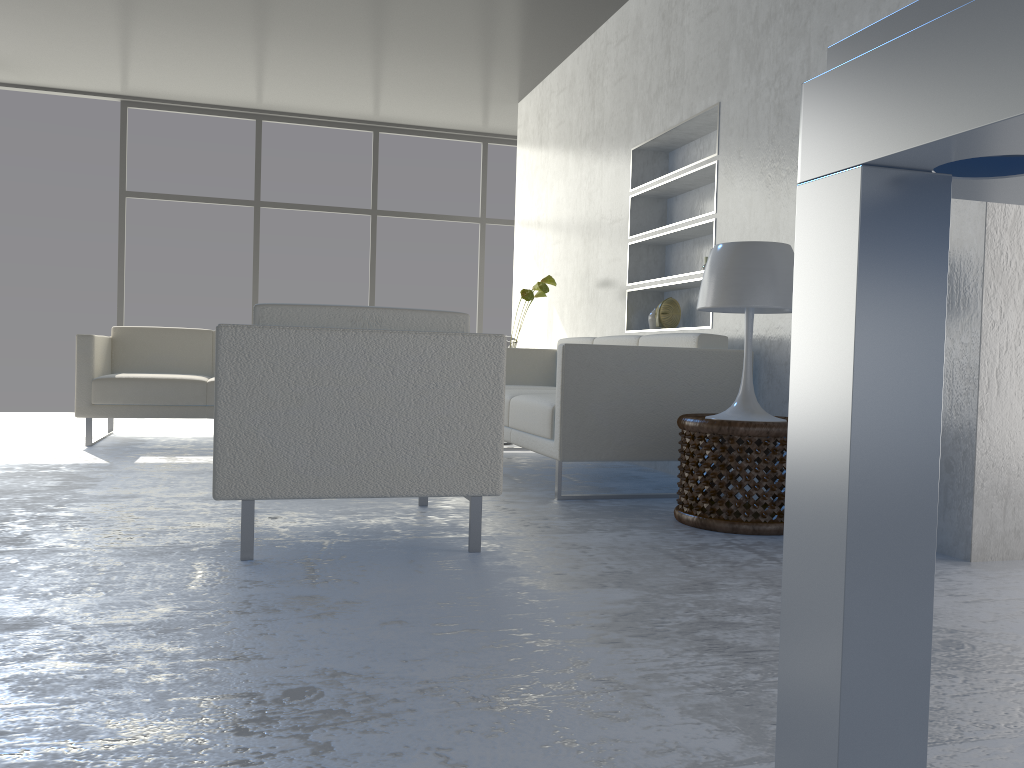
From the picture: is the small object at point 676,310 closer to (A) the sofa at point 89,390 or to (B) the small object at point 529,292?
(B) the small object at point 529,292

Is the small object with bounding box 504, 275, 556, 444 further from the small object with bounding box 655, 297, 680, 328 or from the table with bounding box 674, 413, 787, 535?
the table with bounding box 674, 413, 787, 535

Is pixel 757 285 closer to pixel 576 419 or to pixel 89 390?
pixel 576 419

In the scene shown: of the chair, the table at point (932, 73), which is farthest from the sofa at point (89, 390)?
the table at point (932, 73)

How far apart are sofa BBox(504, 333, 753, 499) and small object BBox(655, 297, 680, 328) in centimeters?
31cm

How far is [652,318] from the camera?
4.7 meters

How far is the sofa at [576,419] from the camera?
3.30m

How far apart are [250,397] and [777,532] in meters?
1.6 m

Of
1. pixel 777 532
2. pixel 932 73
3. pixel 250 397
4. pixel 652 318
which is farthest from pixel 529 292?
pixel 932 73

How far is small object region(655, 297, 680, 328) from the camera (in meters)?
Answer: 4.48
